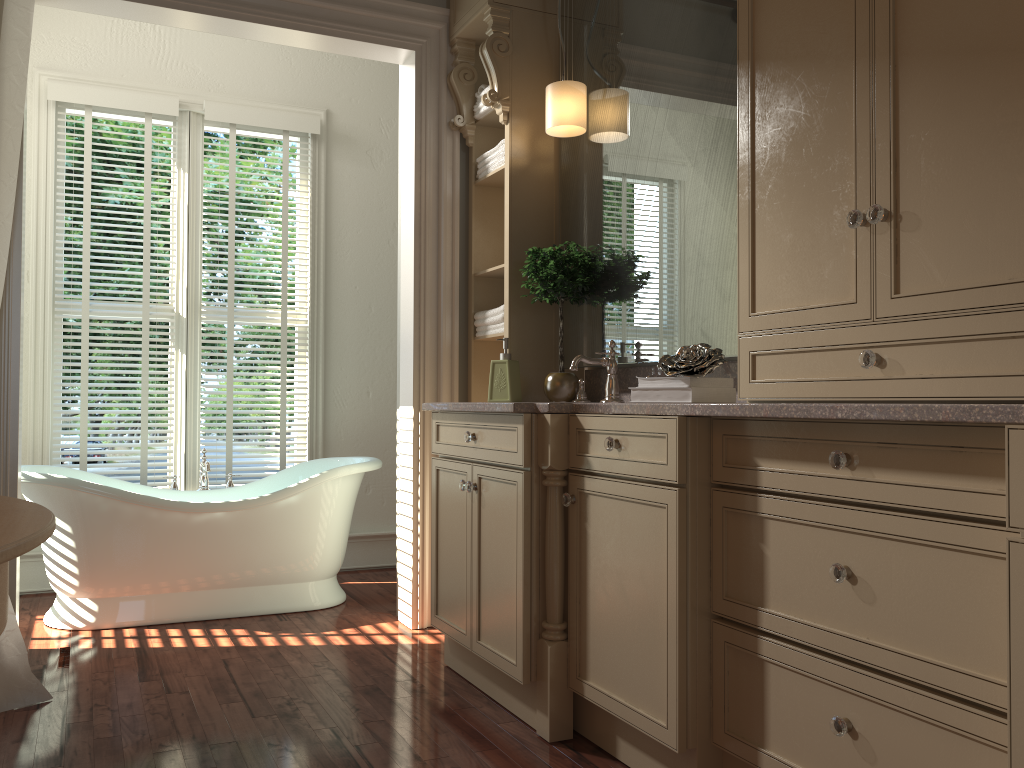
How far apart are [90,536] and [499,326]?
1.8m

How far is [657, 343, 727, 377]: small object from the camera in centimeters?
222cm

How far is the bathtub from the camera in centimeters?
346cm

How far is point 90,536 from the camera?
3.5m

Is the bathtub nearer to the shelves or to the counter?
the shelves

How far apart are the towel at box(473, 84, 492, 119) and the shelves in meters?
0.0 m

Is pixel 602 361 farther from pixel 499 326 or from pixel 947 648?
pixel 947 648

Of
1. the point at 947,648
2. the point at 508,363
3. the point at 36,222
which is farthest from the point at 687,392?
the point at 36,222

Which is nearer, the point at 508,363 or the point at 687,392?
the point at 687,392

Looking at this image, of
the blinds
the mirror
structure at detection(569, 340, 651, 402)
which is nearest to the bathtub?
the blinds
